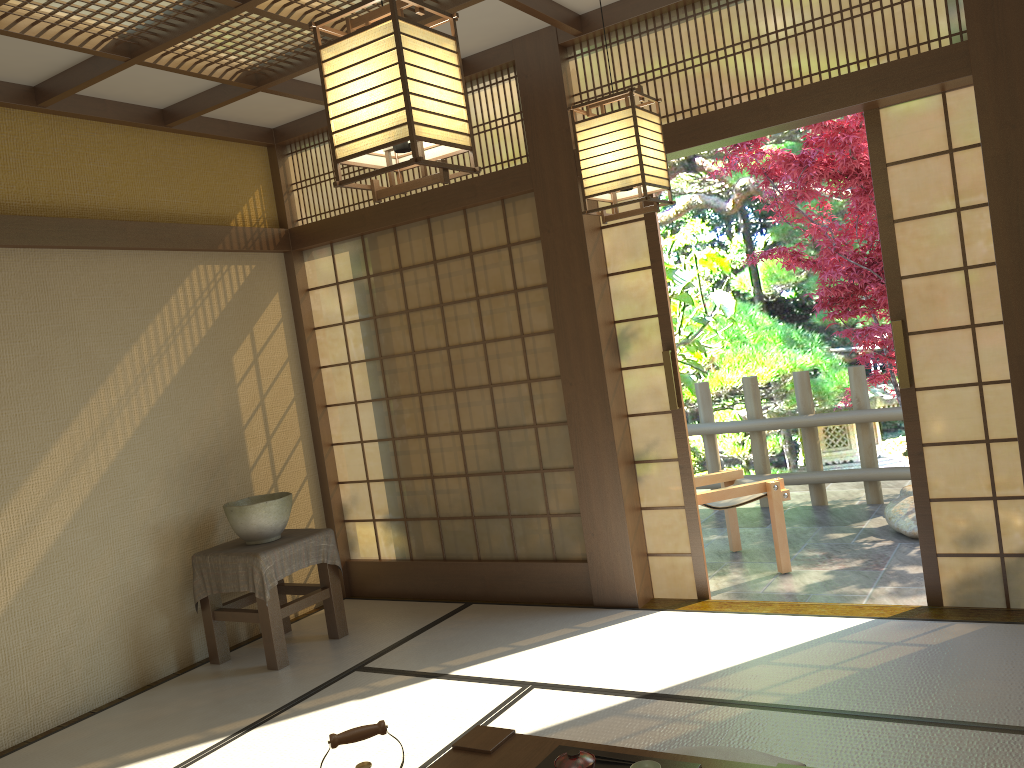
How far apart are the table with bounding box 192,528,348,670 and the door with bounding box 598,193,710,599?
1.7 meters

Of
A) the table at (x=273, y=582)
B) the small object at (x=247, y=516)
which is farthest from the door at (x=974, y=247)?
the small object at (x=247, y=516)

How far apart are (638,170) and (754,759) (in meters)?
1.84

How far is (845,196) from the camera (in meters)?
6.40

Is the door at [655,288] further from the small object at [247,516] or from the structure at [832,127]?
the structure at [832,127]

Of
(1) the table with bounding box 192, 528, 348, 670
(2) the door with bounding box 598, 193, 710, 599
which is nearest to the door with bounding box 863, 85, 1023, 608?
(2) the door with bounding box 598, 193, 710, 599

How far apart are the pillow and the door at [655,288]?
1.8 meters

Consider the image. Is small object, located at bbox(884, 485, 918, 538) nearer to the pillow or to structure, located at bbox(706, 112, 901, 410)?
structure, located at bbox(706, 112, 901, 410)

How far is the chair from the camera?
5.1 meters

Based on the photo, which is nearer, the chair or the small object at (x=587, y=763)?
the small object at (x=587, y=763)
